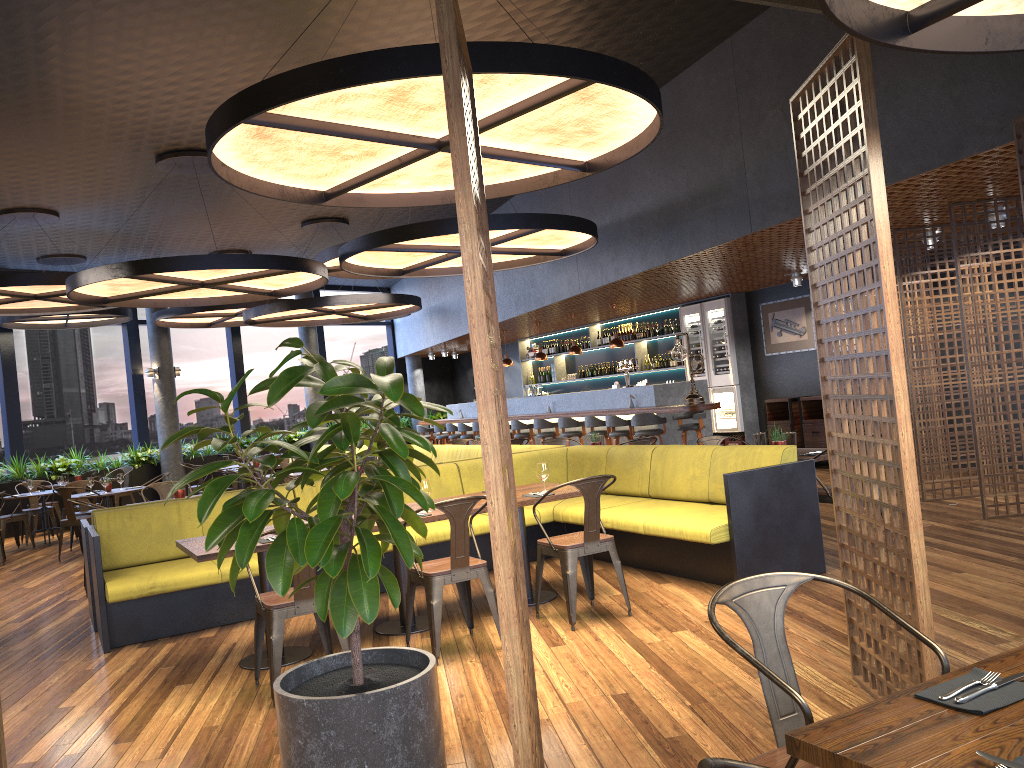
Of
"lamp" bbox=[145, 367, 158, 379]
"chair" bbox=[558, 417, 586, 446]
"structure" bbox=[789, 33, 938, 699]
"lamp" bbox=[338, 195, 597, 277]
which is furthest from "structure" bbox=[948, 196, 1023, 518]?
"lamp" bbox=[145, 367, 158, 379]

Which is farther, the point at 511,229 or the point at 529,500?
the point at 511,229

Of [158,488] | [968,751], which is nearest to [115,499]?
[158,488]

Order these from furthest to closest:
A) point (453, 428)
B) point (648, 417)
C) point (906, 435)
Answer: point (453, 428) → point (648, 417) → point (906, 435)

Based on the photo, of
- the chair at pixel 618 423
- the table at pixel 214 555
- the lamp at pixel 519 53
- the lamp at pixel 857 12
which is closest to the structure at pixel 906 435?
the lamp at pixel 857 12

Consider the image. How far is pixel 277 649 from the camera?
4.6 meters

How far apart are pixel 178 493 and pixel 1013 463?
7.68m

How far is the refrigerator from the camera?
13.8m

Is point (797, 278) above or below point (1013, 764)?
above

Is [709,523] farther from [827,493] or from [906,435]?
[906,435]
